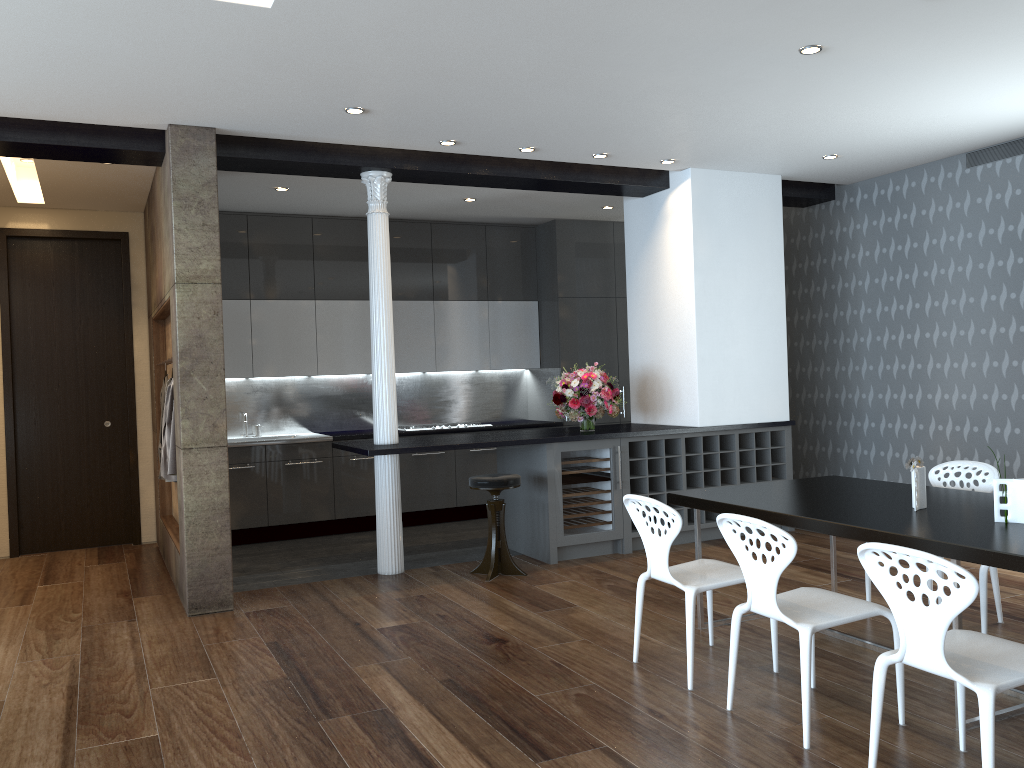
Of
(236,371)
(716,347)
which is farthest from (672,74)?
(236,371)

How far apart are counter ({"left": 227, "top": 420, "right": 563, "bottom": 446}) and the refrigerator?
2.2 meters

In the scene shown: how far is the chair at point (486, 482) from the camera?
6.1 meters

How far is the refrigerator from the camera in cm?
658

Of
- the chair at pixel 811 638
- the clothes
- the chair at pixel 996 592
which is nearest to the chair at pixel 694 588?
the chair at pixel 811 638

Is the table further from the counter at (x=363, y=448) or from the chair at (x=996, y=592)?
the counter at (x=363, y=448)

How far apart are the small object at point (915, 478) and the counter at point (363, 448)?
2.86m

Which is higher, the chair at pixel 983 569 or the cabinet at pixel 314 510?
the cabinet at pixel 314 510

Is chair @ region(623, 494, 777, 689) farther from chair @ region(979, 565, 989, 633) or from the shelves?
the shelves

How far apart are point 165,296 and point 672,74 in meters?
3.7
